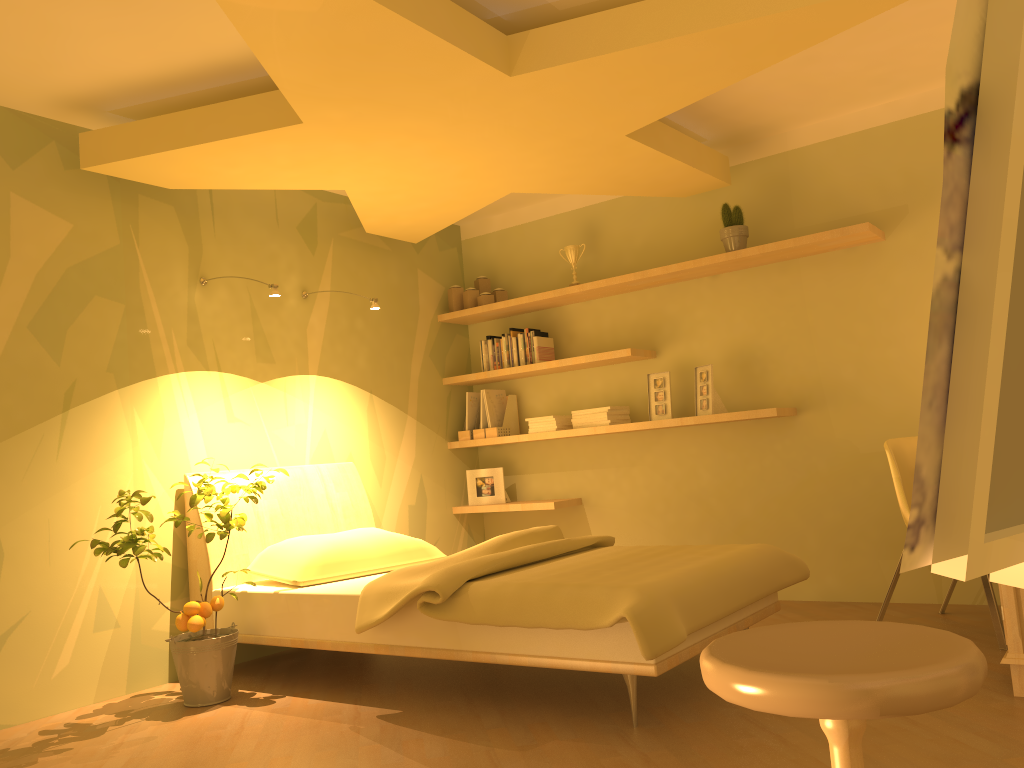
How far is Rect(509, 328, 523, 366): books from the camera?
5.33m

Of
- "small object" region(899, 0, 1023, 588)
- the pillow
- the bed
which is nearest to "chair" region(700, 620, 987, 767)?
"small object" region(899, 0, 1023, 588)

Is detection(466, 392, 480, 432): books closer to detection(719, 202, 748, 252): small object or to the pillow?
the pillow

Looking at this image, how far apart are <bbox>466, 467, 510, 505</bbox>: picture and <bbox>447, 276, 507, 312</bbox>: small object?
1.0m

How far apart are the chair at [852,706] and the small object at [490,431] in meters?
4.0

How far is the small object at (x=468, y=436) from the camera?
5.4 meters

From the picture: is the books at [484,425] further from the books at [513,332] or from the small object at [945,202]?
the small object at [945,202]

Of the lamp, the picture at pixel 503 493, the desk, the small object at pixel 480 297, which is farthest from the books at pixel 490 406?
the desk

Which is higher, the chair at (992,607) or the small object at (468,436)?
the small object at (468,436)

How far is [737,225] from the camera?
4.5m
